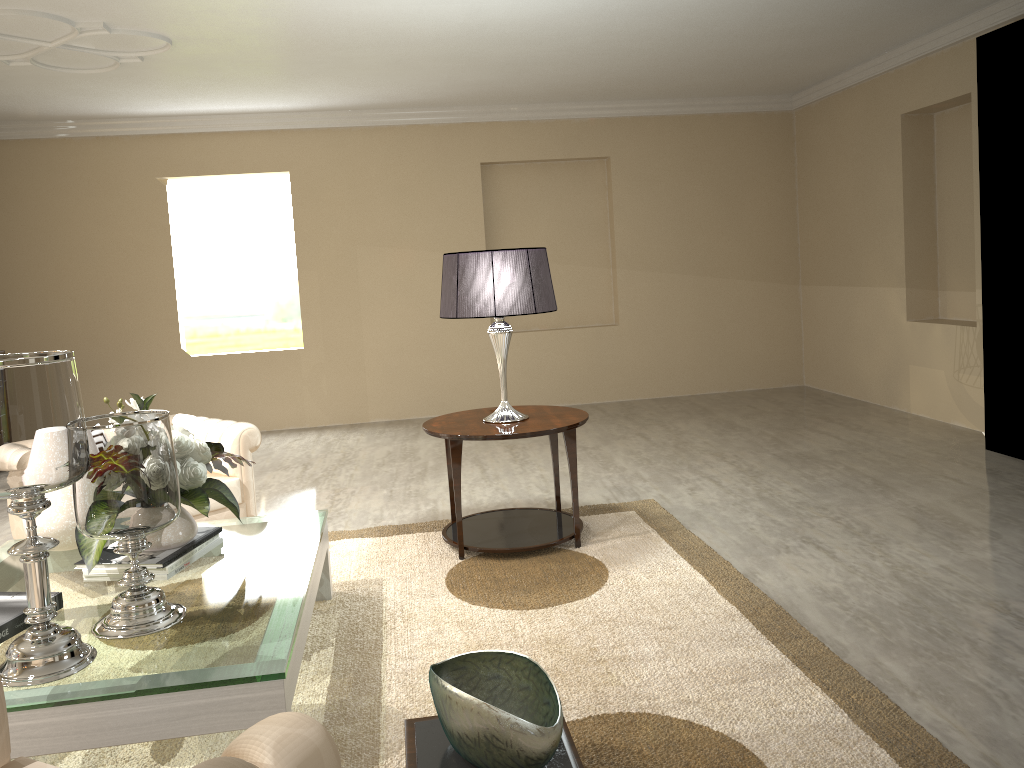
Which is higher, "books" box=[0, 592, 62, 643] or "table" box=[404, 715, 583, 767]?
"books" box=[0, 592, 62, 643]

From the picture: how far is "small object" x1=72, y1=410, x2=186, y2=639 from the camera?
2.0 meters

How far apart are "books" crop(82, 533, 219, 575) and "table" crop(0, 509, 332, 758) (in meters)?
0.35

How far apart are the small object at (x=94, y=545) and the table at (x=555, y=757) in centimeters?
97cm

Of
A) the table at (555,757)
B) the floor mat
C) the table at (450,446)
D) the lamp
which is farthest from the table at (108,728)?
the lamp

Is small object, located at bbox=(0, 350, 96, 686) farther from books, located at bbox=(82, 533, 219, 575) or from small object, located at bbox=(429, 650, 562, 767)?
small object, located at bbox=(429, 650, 562, 767)

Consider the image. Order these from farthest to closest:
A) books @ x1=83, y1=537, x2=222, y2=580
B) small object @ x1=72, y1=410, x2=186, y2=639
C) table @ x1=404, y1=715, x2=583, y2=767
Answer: books @ x1=83, y1=537, x2=222, y2=580 < small object @ x1=72, y1=410, x2=186, y2=639 < table @ x1=404, y1=715, x2=583, y2=767

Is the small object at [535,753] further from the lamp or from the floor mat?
the lamp

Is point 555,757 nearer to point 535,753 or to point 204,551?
point 535,753

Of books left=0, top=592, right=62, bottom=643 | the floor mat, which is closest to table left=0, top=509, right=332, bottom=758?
the floor mat
